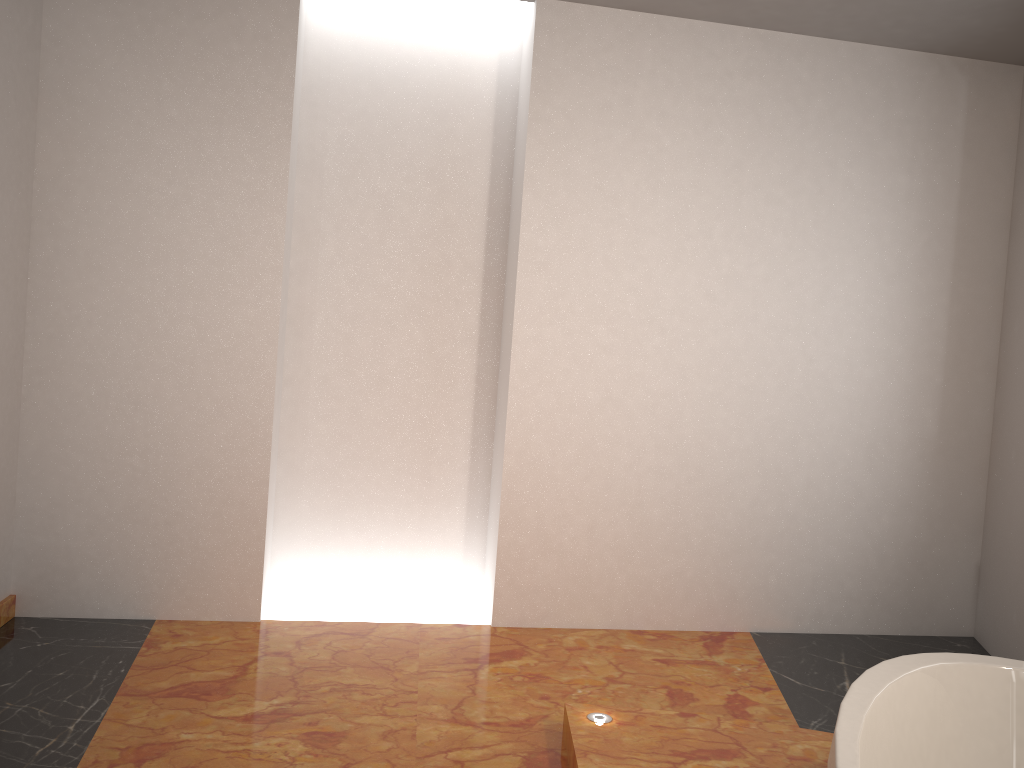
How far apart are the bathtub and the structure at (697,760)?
0.5 meters

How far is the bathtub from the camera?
1.63m

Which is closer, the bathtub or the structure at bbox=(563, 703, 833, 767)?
the bathtub

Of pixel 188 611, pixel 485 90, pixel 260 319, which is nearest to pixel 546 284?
pixel 485 90

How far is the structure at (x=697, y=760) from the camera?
2.28m

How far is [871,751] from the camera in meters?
1.6 m

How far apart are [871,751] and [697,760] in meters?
0.7

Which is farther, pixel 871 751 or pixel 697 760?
pixel 697 760

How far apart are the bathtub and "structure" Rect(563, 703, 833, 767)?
0.5 meters

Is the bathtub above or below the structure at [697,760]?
above
